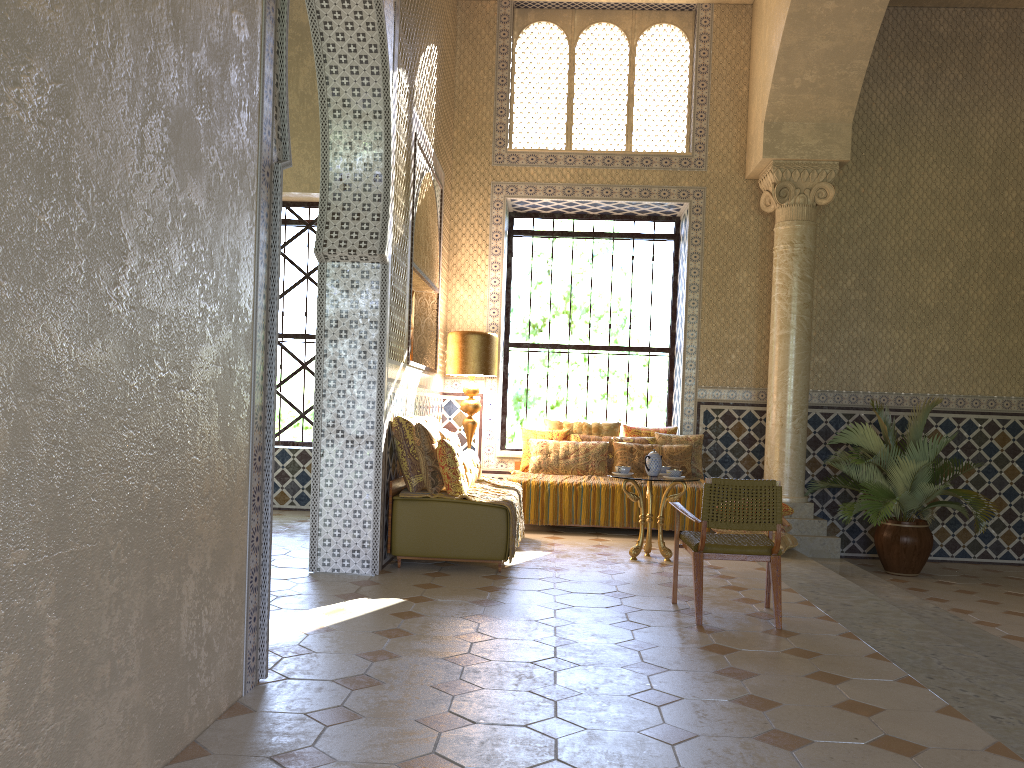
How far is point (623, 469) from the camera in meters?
10.4 m

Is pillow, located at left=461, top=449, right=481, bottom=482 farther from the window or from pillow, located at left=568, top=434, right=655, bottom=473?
the window

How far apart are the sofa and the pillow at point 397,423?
0.1m

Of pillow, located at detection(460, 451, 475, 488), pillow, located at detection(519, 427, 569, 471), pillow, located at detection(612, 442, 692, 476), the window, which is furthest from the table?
the window

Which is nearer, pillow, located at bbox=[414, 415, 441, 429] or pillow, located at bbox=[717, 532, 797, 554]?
pillow, located at bbox=[414, 415, 441, 429]

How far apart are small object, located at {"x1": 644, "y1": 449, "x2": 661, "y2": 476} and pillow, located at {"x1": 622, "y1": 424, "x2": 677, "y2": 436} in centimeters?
301cm

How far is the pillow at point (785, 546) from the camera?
11.1 meters

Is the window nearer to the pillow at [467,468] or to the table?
the table

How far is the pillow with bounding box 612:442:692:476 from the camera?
12.8 meters

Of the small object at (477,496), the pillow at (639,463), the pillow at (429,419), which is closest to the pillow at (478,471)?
the small object at (477,496)
